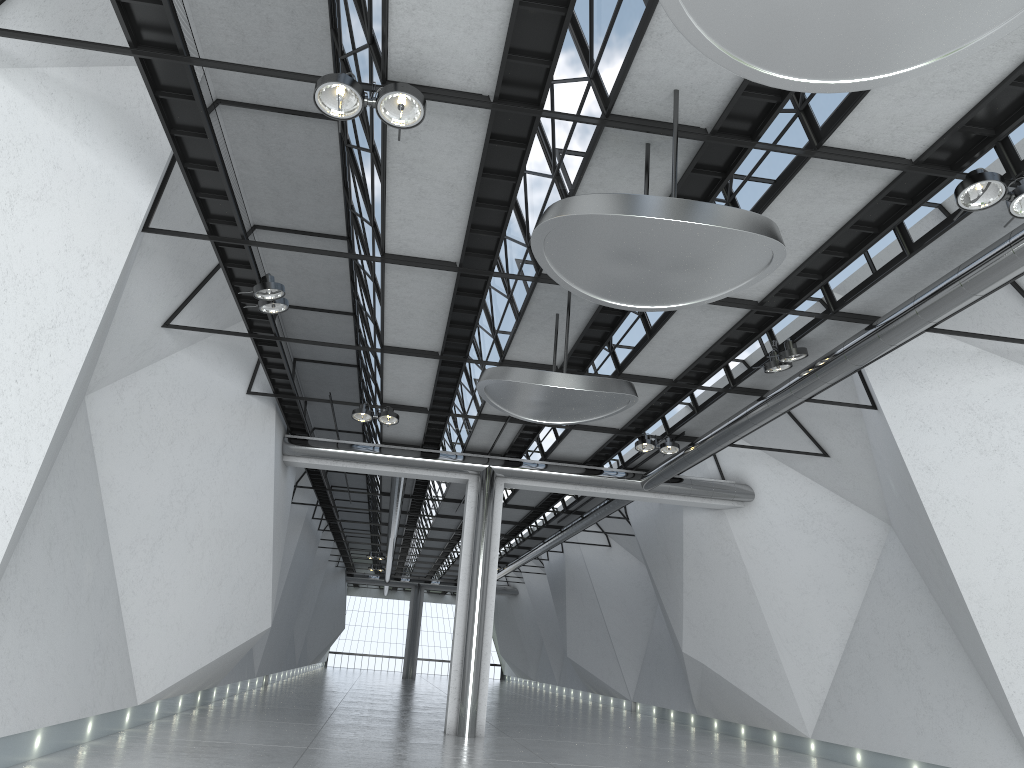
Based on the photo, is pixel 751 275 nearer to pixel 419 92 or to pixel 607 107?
pixel 607 107

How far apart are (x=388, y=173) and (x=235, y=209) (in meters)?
10.17
